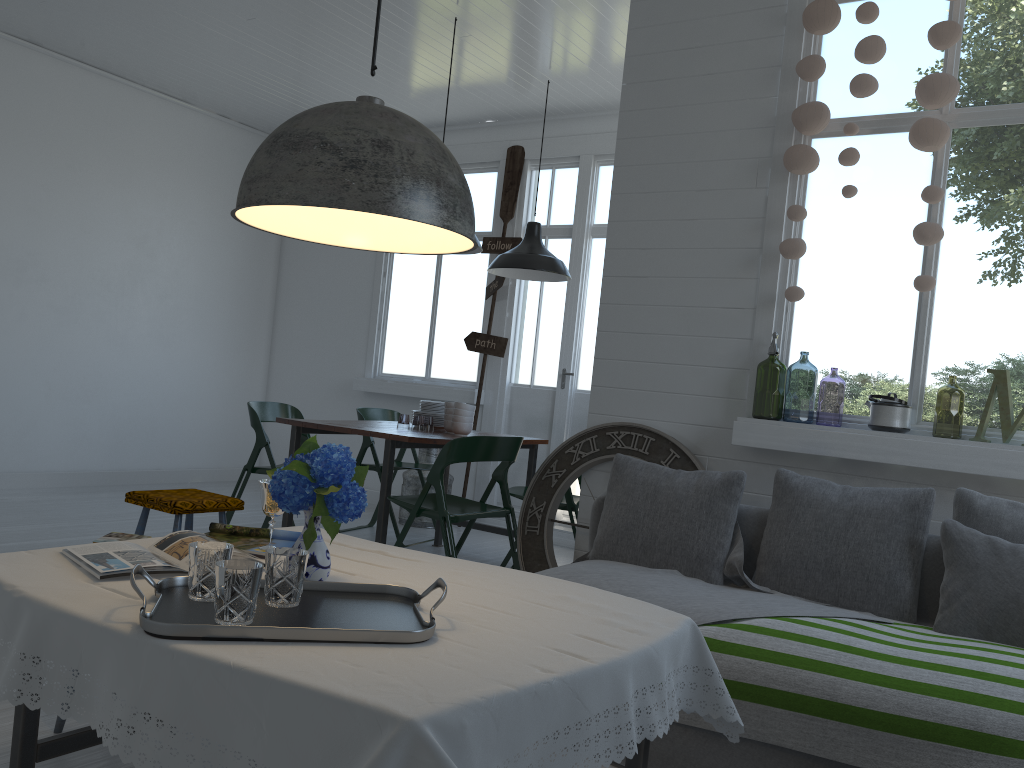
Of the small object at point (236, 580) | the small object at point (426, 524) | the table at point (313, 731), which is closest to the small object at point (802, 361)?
the small object at point (426, 524)

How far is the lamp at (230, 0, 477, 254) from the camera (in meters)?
1.92

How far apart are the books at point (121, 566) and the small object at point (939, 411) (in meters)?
4.77

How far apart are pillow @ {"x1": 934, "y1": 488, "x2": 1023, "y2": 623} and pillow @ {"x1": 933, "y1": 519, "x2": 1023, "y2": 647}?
0.06m

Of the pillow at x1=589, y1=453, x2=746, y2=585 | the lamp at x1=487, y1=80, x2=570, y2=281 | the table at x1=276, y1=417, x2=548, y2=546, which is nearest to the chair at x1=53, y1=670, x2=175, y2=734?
the pillow at x1=589, y1=453, x2=746, y2=585

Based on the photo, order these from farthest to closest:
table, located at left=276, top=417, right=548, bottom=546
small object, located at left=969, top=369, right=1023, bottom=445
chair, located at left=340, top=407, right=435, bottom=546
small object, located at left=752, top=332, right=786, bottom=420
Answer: chair, located at left=340, top=407, right=435, bottom=546 < small object, located at left=752, top=332, right=786, bottom=420 < table, located at left=276, top=417, right=548, bottom=546 < small object, located at left=969, top=369, right=1023, bottom=445

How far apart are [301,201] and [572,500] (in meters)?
3.84

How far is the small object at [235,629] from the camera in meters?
1.7

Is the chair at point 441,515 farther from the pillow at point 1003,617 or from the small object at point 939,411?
the small object at point 939,411

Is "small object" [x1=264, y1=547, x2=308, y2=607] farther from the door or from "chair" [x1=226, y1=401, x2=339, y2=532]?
the door
